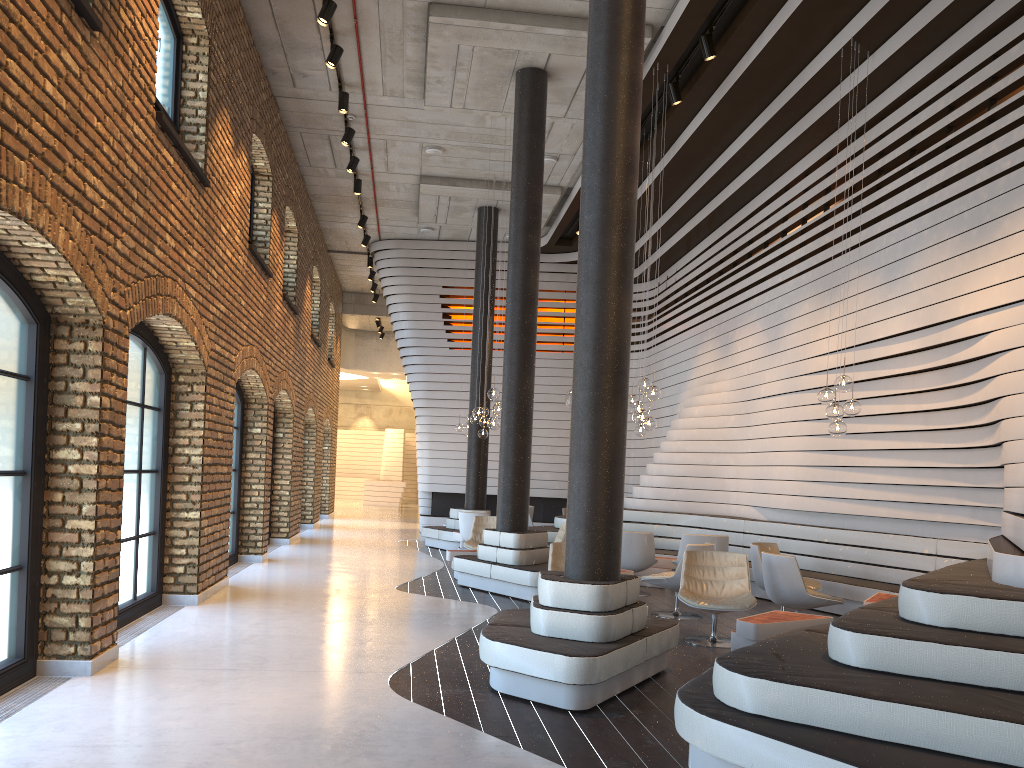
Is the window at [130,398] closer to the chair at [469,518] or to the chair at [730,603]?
the chair at [730,603]

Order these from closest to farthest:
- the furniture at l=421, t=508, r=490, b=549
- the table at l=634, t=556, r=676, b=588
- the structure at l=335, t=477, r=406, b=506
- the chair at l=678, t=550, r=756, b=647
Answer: the chair at l=678, t=550, r=756, b=647
the table at l=634, t=556, r=676, b=588
the furniture at l=421, t=508, r=490, b=549
the structure at l=335, t=477, r=406, b=506

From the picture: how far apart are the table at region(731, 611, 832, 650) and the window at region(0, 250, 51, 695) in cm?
466

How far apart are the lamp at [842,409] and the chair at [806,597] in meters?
1.3 m

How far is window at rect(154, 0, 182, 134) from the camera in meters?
7.7

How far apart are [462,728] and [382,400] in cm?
3494

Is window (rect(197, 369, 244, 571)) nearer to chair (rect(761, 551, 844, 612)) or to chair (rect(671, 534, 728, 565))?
chair (rect(671, 534, 728, 565))

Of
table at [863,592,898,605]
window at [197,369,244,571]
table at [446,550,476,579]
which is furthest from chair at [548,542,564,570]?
window at [197,369,244,571]

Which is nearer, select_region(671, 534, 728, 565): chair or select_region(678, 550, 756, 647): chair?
select_region(678, 550, 756, 647): chair

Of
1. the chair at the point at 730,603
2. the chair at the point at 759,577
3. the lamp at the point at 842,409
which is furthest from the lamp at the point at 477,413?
the lamp at the point at 842,409
